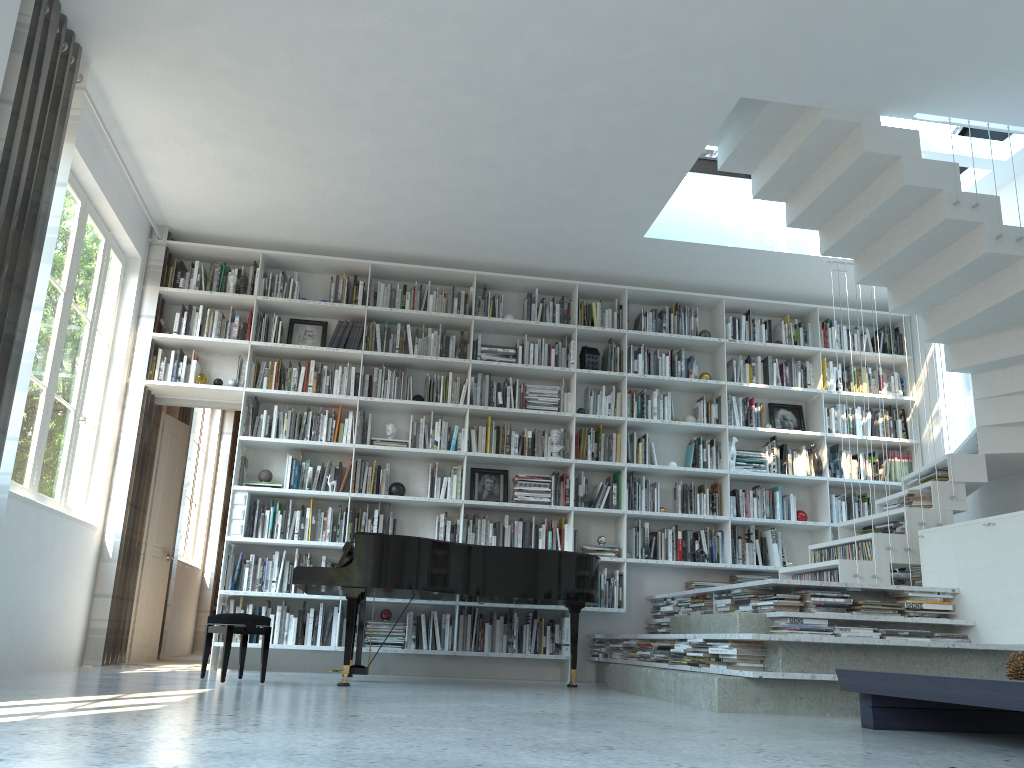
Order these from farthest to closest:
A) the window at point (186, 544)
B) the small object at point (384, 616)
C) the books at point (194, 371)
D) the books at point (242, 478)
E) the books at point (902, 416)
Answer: the window at point (186, 544) < the books at point (902, 416) < the books at point (194, 371) < the books at point (242, 478) < the small object at point (384, 616)

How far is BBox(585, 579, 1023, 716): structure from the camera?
3.9 meters

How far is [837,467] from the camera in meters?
7.3

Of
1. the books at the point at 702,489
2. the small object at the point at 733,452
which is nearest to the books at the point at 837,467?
the small object at the point at 733,452

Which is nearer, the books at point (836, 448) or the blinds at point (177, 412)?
the books at point (836, 448)

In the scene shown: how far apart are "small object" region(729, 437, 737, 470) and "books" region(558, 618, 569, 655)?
1.90m

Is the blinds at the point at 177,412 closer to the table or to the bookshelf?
the bookshelf

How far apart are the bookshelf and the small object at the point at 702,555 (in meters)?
0.07

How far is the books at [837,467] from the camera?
7.3m

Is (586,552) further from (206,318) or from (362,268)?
(206,318)
